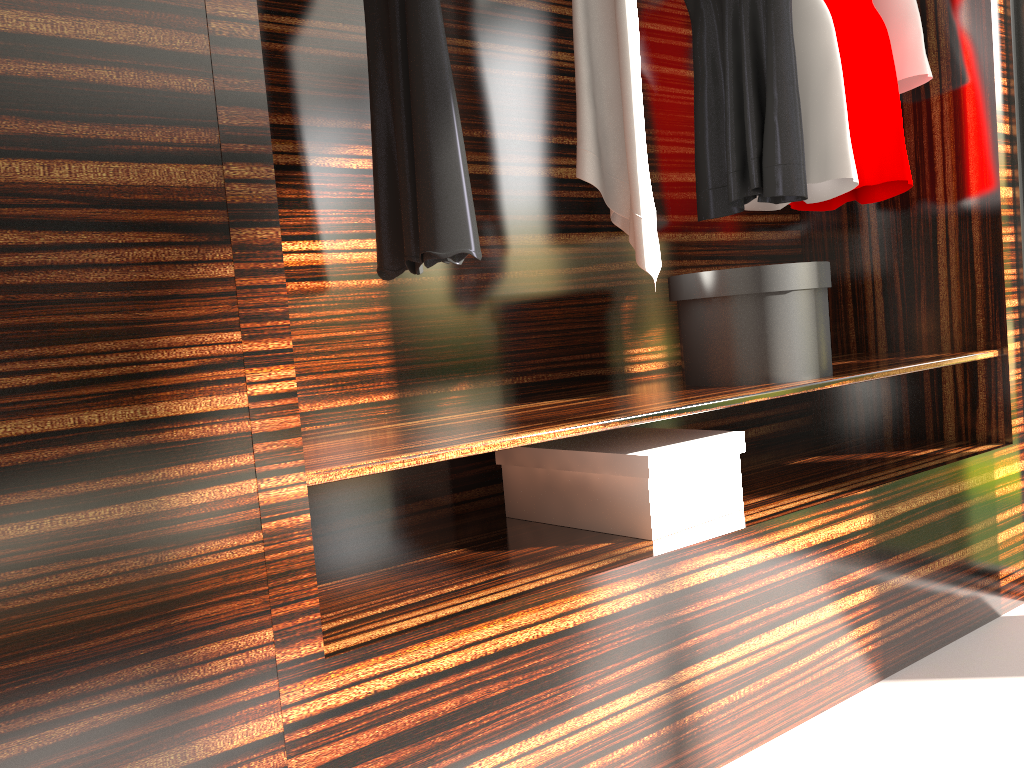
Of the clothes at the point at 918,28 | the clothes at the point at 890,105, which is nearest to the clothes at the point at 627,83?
the clothes at the point at 890,105

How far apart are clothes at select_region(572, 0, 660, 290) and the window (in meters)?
1.11

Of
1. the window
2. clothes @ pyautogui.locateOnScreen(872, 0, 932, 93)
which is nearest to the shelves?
the window

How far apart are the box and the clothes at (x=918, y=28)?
1.2 meters

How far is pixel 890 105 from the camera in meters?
2.3 m

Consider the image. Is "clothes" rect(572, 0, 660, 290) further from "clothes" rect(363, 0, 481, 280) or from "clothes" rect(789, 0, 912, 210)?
"clothes" rect(789, 0, 912, 210)

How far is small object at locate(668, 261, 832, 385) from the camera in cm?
194

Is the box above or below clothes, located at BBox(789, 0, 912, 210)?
below

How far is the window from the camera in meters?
2.3

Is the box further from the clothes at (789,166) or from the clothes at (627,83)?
the clothes at (789,166)
